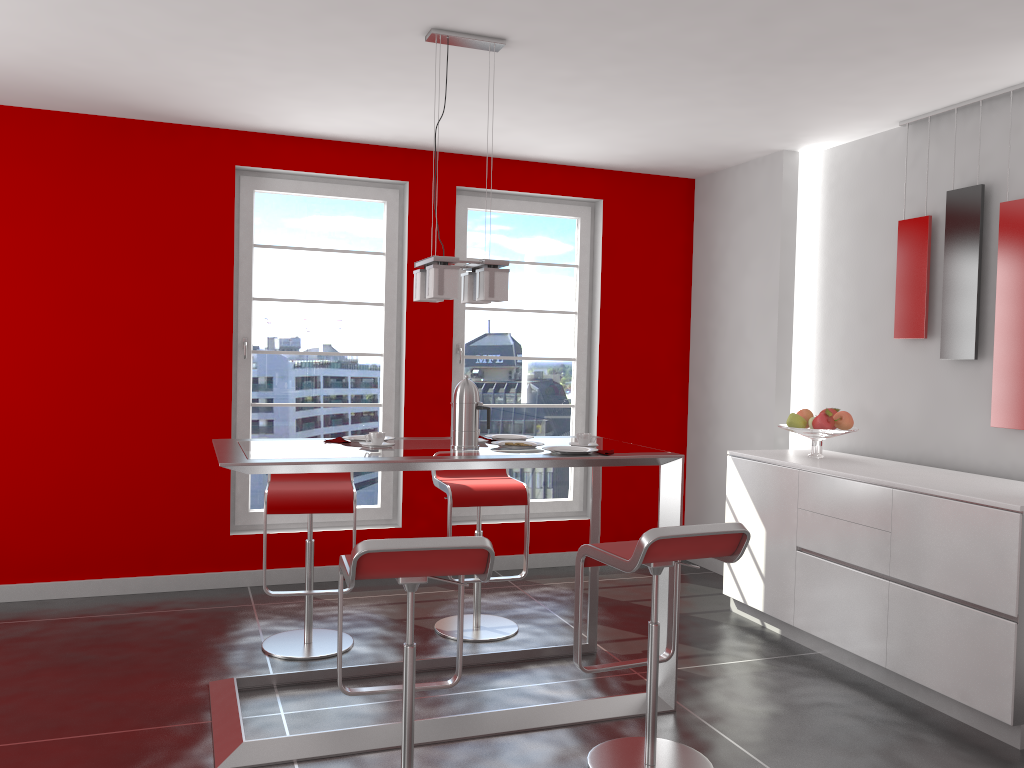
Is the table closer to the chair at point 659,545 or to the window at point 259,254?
the chair at point 659,545

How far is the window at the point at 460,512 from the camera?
5.66m

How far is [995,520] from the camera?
3.22m

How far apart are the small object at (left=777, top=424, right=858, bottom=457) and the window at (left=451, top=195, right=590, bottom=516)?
1.7 meters

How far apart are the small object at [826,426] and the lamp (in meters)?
1.96

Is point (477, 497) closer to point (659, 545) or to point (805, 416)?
point (659, 545)

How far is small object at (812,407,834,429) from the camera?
4.4 meters

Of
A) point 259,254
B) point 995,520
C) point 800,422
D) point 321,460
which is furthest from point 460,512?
point 995,520

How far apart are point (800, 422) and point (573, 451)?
1.7 meters

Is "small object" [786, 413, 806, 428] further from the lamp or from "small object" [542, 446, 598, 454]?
the lamp
